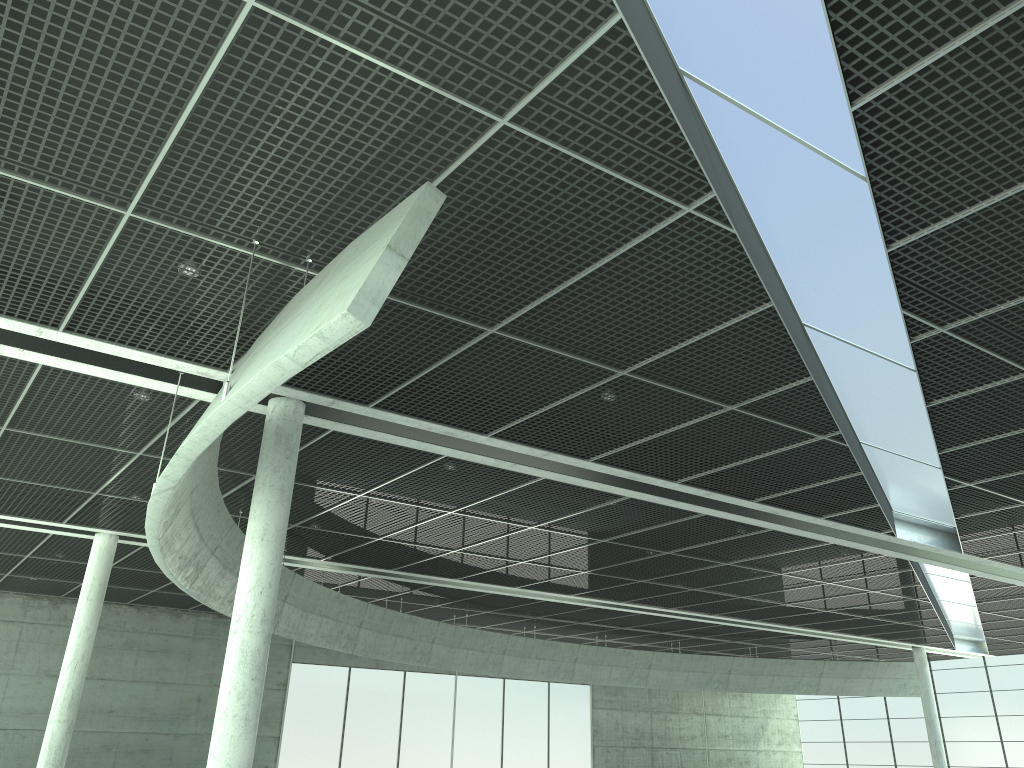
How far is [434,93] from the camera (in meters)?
17.90

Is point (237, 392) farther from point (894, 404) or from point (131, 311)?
point (894, 404)
